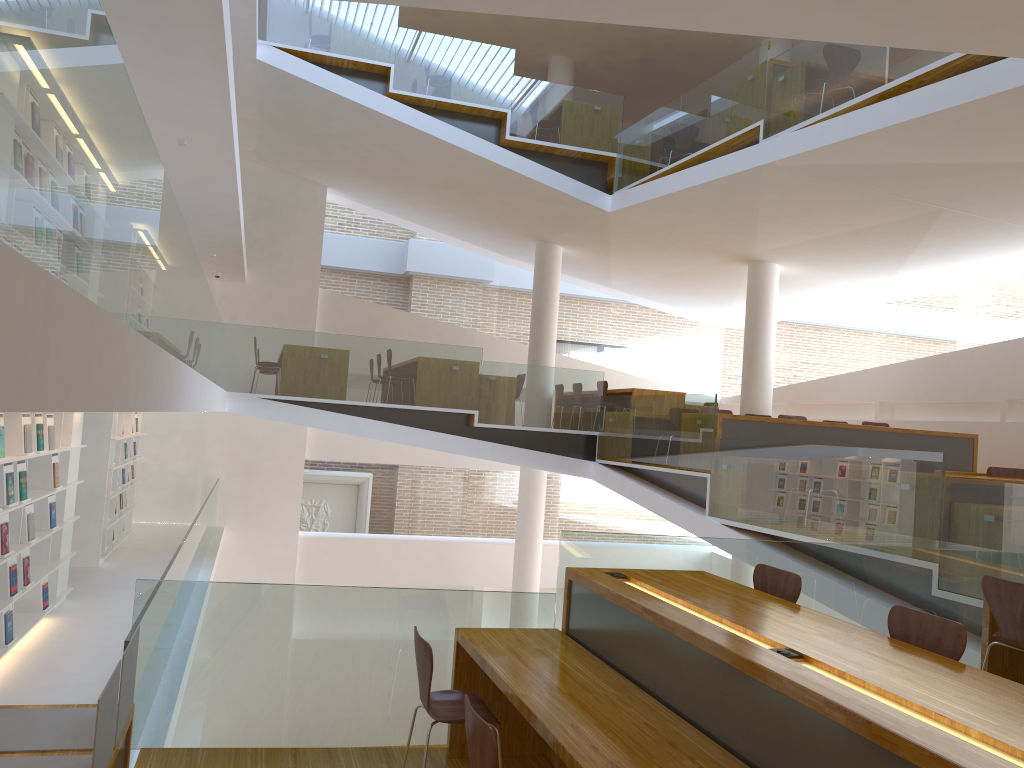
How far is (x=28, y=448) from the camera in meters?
6.2

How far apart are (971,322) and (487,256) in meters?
7.9 m

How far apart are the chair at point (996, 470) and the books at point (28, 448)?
7.7 meters

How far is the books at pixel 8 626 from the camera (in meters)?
6.15

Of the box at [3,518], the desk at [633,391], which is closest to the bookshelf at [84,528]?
the box at [3,518]

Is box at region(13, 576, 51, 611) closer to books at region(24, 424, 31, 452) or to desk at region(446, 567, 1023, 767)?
books at region(24, 424, 31, 452)

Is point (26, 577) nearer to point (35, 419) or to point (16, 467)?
point (16, 467)

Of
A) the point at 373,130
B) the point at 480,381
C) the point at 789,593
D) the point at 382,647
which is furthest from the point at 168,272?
the point at 373,130

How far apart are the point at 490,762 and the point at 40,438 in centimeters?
531cm

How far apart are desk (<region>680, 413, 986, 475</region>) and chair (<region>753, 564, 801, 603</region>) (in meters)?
4.58
